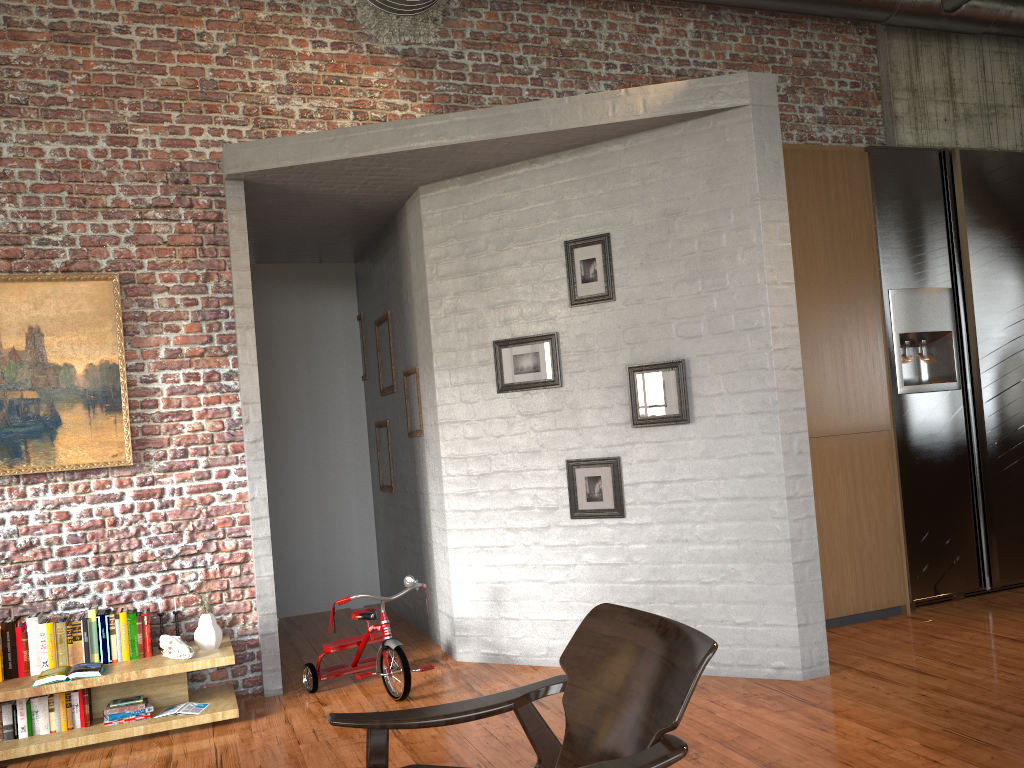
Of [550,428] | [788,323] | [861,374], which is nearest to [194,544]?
[550,428]

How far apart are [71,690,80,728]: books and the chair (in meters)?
2.51

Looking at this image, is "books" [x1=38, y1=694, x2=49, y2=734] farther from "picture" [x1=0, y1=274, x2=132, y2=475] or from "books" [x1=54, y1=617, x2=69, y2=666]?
"picture" [x1=0, y1=274, x2=132, y2=475]

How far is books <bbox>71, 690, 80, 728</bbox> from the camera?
4.4m

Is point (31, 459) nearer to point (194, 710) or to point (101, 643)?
point (101, 643)

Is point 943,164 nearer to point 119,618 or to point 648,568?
point 648,568

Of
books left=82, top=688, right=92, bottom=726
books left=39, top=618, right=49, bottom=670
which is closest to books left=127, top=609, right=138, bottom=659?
books left=82, top=688, right=92, bottom=726

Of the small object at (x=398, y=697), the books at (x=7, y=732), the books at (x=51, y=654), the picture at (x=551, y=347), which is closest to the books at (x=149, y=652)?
the books at (x=51, y=654)

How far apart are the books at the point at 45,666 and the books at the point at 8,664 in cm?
13

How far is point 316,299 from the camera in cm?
760
